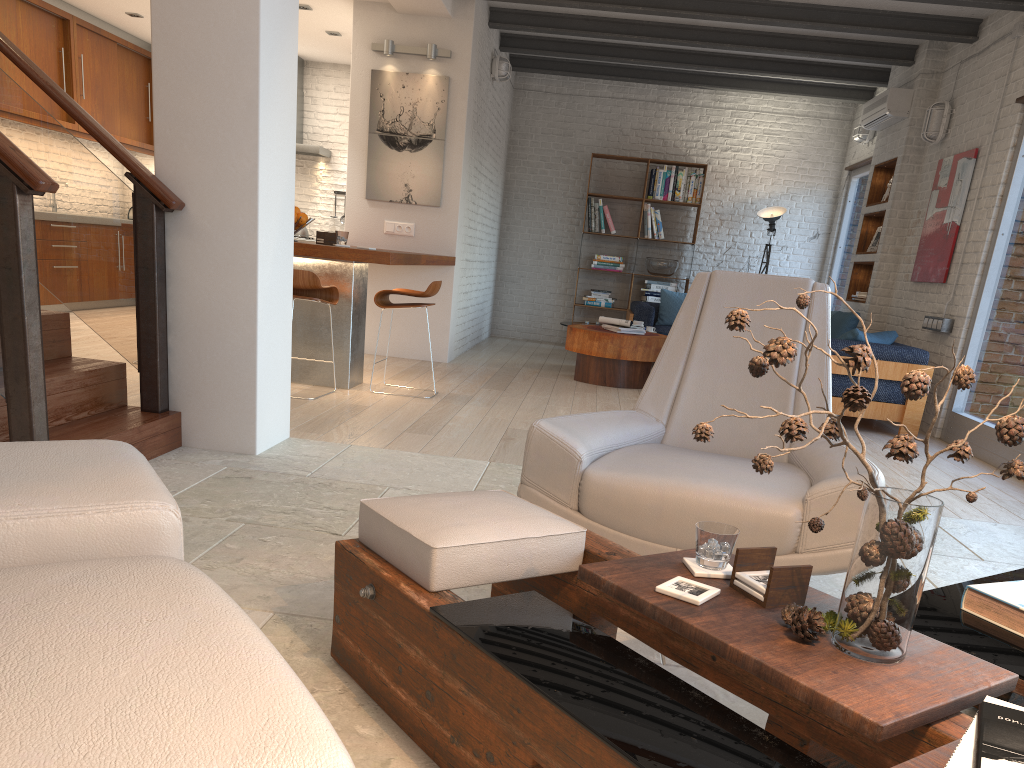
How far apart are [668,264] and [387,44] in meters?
4.5 m

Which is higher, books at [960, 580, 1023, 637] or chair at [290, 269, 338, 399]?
chair at [290, 269, 338, 399]

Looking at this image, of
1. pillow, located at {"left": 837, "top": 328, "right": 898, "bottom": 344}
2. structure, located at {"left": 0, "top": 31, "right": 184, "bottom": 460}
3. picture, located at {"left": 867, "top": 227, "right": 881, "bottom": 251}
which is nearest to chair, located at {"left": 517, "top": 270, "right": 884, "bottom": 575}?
structure, located at {"left": 0, "top": 31, "right": 184, "bottom": 460}

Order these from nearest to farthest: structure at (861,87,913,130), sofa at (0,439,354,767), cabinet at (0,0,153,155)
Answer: sofa at (0,439,354,767) → structure at (861,87,913,130) → cabinet at (0,0,153,155)

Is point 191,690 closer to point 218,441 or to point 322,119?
point 218,441

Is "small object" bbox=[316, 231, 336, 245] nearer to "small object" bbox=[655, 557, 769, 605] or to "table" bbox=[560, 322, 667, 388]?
"table" bbox=[560, 322, 667, 388]

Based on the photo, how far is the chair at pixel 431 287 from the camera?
5.93m

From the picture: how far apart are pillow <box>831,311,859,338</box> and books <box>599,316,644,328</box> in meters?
1.8 m

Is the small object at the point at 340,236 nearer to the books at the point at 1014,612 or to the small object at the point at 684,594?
the small object at the point at 684,594

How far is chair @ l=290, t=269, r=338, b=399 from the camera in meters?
5.4 m
